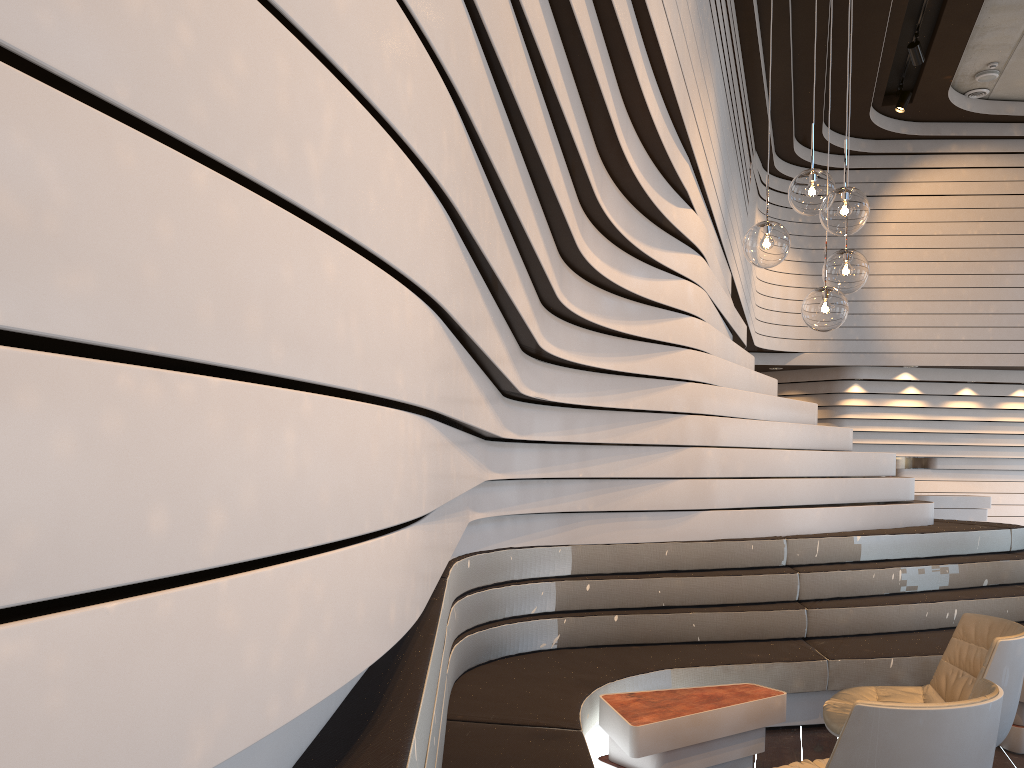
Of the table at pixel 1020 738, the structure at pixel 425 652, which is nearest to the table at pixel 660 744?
the structure at pixel 425 652

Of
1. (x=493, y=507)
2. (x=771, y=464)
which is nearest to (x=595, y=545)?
(x=493, y=507)

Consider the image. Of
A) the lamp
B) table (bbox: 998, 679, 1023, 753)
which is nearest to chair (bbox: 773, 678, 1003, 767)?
the lamp

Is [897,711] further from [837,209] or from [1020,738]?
[1020,738]

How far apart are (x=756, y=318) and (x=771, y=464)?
6.8 meters

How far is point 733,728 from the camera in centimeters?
349cm

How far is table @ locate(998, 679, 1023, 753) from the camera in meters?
4.0 m

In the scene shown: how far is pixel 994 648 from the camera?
3.0m

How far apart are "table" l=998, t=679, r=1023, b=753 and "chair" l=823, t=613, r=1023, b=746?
0.86m

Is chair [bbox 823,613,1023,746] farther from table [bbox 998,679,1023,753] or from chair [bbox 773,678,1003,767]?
table [bbox 998,679,1023,753]
